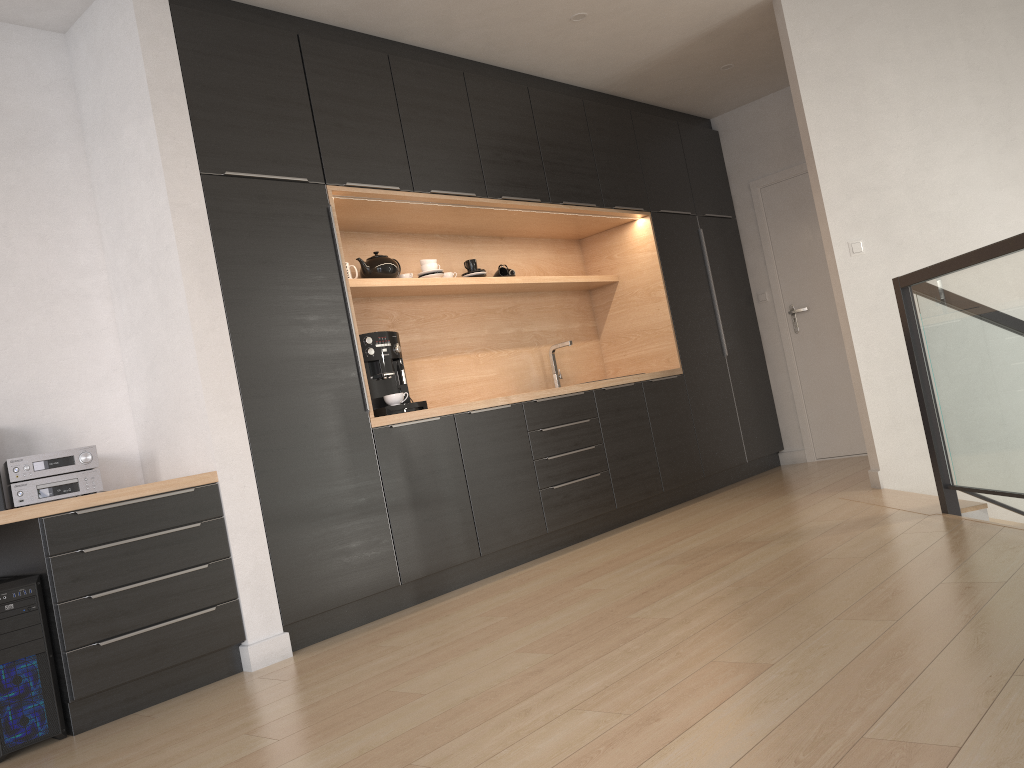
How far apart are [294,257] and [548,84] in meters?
2.4

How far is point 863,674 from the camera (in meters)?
2.02

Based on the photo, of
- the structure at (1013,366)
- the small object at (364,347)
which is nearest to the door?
the structure at (1013,366)

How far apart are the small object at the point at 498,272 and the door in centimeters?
233cm

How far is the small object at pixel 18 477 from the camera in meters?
3.1 m

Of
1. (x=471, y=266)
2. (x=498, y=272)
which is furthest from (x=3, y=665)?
(x=498, y=272)

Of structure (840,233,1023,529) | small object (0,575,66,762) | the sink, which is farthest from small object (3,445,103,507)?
structure (840,233,1023,529)

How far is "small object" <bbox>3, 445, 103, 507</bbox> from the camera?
3.1 meters

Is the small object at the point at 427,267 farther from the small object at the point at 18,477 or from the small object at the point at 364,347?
the small object at the point at 18,477

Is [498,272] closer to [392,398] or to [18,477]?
[392,398]
